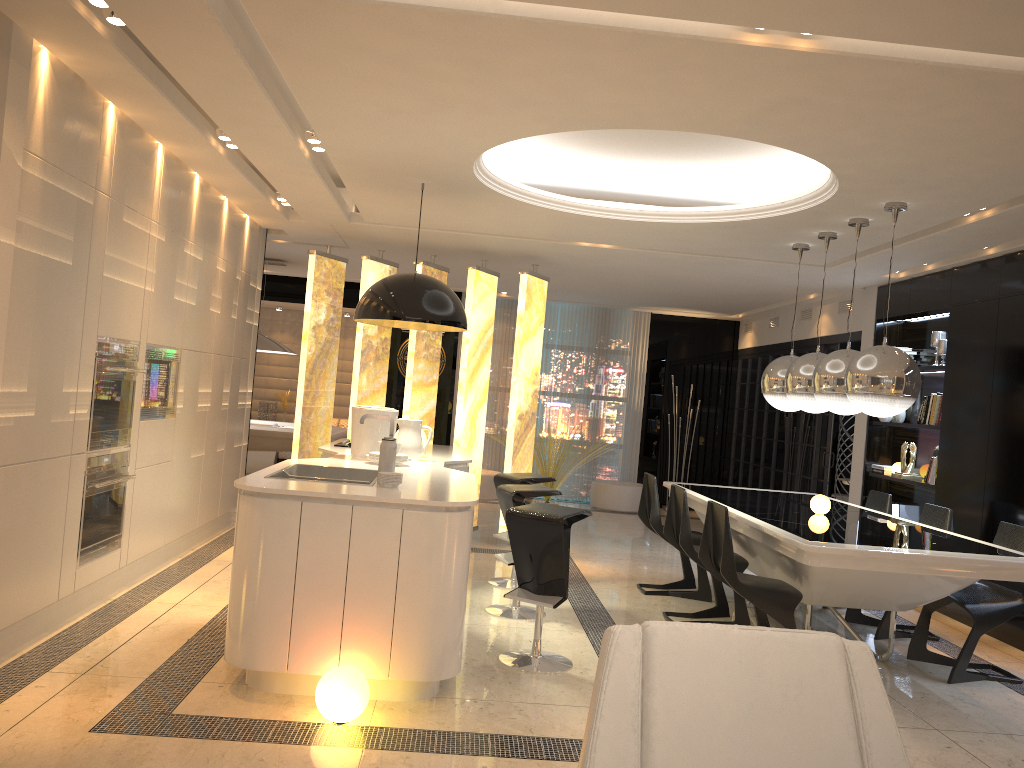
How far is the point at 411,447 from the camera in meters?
5.5 m

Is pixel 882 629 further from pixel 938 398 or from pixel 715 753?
pixel 715 753

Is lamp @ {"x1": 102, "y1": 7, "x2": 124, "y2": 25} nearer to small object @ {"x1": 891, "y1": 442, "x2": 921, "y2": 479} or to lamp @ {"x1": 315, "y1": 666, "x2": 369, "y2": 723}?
lamp @ {"x1": 315, "y1": 666, "x2": 369, "y2": 723}

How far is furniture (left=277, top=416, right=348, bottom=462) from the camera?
11.74m

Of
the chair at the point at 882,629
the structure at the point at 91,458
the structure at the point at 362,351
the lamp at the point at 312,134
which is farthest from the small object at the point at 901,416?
the structure at the point at 91,458

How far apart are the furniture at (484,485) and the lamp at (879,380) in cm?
531

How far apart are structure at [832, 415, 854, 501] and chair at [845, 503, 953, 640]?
3.88m

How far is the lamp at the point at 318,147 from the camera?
5.09m

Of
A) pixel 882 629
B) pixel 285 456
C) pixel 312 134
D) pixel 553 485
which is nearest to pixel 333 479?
pixel 312 134

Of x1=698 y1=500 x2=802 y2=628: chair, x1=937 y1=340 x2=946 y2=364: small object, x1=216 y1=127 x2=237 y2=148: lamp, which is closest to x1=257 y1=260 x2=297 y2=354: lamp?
x1=216 y1=127 x2=237 y2=148: lamp
